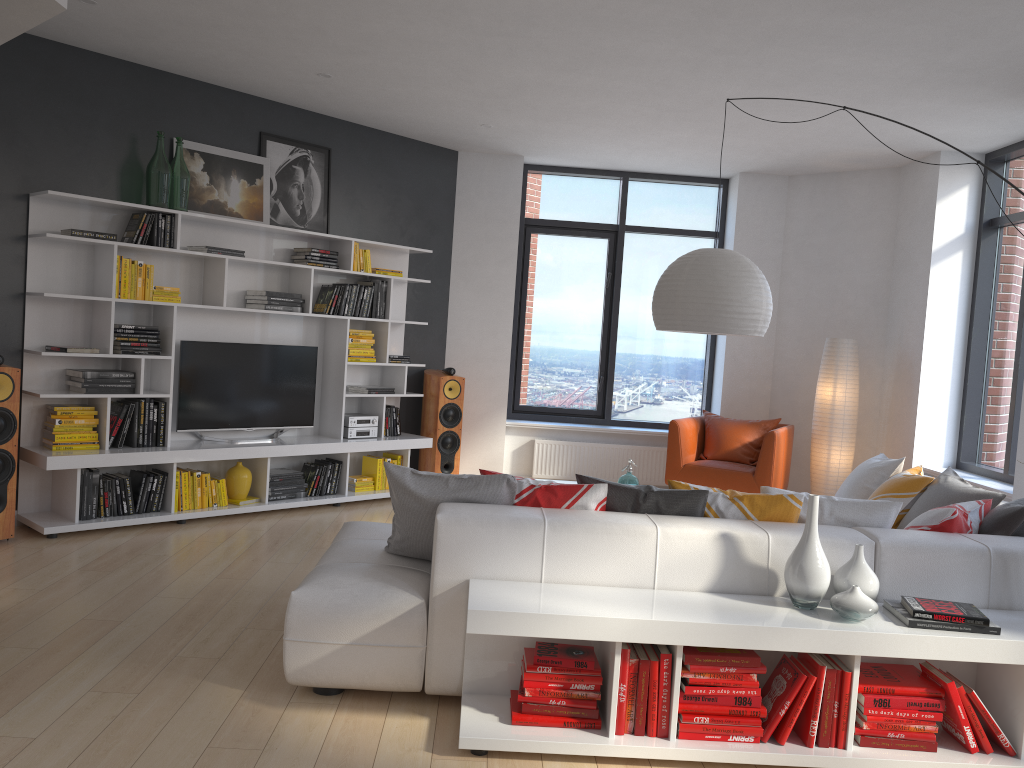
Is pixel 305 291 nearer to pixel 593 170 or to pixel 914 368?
pixel 593 170

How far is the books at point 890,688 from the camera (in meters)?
3.00

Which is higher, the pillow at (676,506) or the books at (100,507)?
the pillow at (676,506)

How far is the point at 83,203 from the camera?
5.6 meters

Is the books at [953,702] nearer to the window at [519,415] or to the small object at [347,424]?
the small object at [347,424]

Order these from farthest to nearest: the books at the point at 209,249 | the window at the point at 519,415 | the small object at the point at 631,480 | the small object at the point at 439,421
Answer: the window at the point at 519,415 < the small object at the point at 439,421 < the books at the point at 209,249 < the small object at the point at 631,480

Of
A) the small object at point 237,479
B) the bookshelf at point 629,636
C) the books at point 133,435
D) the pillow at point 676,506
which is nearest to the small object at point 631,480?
the pillow at point 676,506

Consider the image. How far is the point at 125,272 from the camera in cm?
561

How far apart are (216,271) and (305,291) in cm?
70

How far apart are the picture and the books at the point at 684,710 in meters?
4.8 m
